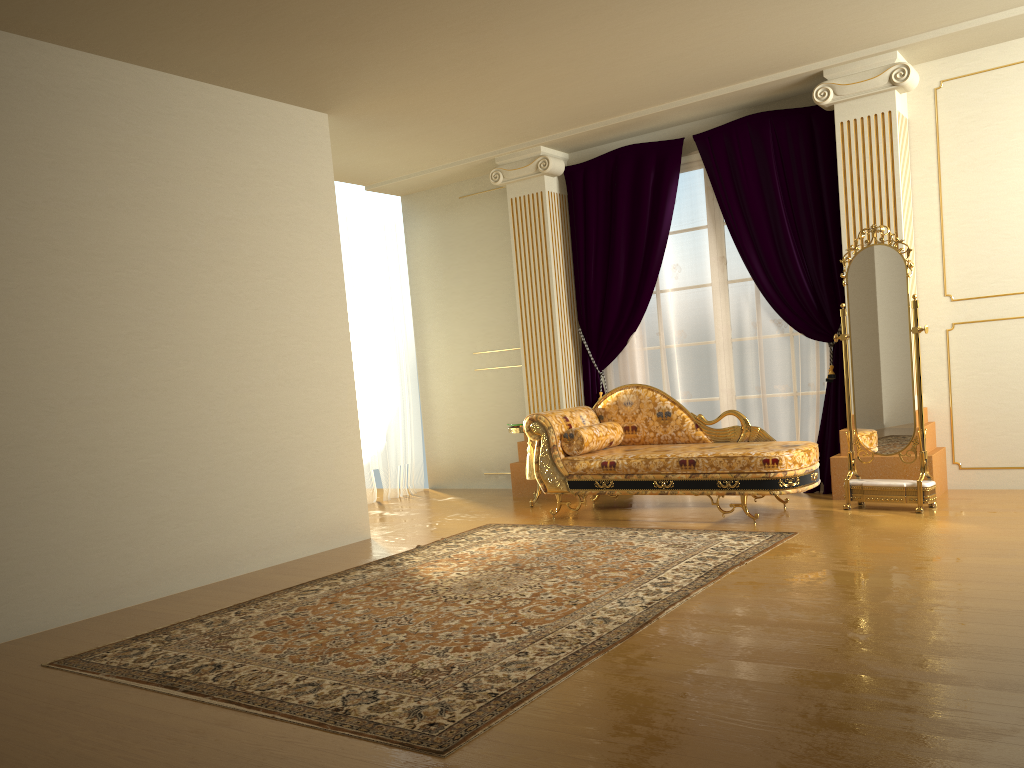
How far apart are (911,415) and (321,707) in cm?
389

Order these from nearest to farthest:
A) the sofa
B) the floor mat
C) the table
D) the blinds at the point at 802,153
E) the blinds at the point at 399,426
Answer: the floor mat, the sofa, the blinds at the point at 802,153, the table, the blinds at the point at 399,426

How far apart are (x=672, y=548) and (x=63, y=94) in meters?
3.8 m

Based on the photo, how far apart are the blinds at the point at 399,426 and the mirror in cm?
400

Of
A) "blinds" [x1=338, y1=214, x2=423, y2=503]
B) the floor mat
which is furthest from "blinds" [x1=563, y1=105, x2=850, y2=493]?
"blinds" [x1=338, y1=214, x2=423, y2=503]

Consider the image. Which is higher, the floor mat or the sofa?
the sofa

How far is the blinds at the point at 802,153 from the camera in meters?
6.0

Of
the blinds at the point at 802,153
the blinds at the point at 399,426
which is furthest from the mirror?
the blinds at the point at 399,426

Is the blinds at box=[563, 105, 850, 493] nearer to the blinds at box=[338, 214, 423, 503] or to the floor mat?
the floor mat

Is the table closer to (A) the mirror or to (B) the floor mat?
(B) the floor mat
